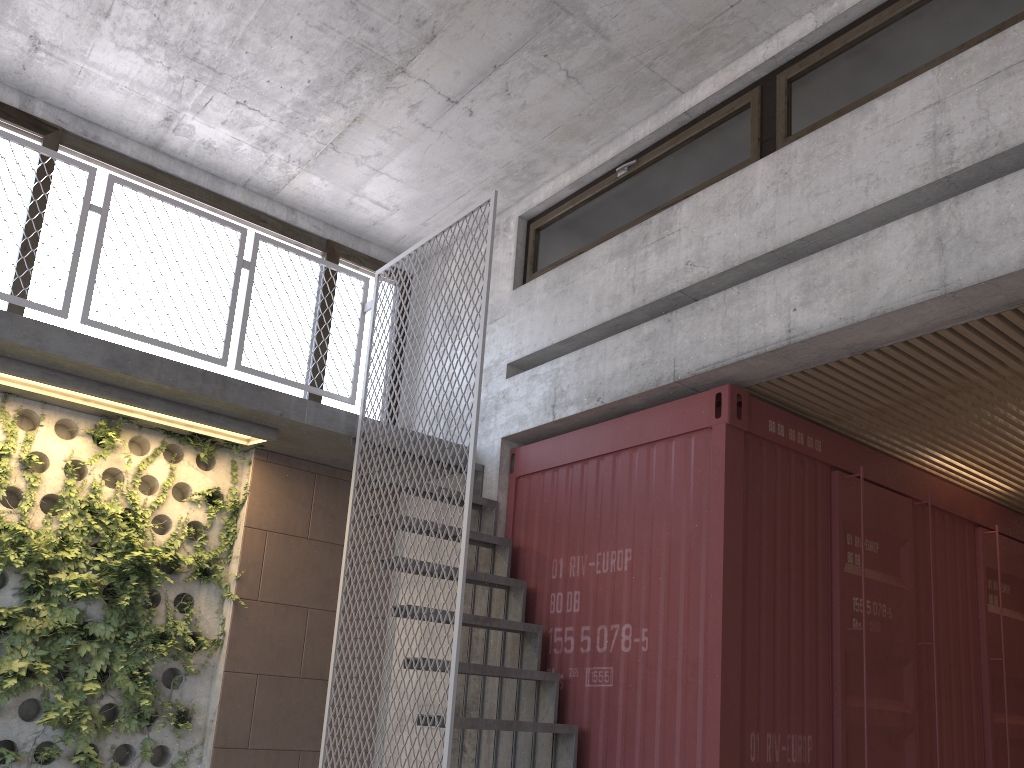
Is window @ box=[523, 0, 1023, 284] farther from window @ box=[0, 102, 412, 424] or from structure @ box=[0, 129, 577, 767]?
window @ box=[0, 102, 412, 424]

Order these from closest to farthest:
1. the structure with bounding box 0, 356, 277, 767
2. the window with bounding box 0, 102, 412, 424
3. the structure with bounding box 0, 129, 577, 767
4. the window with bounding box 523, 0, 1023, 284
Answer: the window with bounding box 523, 0, 1023, 284 < the structure with bounding box 0, 129, 577, 767 < the structure with bounding box 0, 356, 277, 767 < the window with bounding box 0, 102, 412, 424

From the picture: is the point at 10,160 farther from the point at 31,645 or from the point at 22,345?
the point at 31,645

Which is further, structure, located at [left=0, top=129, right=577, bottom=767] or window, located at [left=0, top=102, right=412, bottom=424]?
window, located at [left=0, top=102, right=412, bottom=424]

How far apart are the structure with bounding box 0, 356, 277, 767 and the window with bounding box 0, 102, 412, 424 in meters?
0.6 m

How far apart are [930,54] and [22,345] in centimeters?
496cm

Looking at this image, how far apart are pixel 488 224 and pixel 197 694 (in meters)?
3.59

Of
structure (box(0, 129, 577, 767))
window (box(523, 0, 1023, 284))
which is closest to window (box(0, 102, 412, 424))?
structure (box(0, 129, 577, 767))

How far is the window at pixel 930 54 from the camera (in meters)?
4.38

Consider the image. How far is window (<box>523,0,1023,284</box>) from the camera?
4.38m
